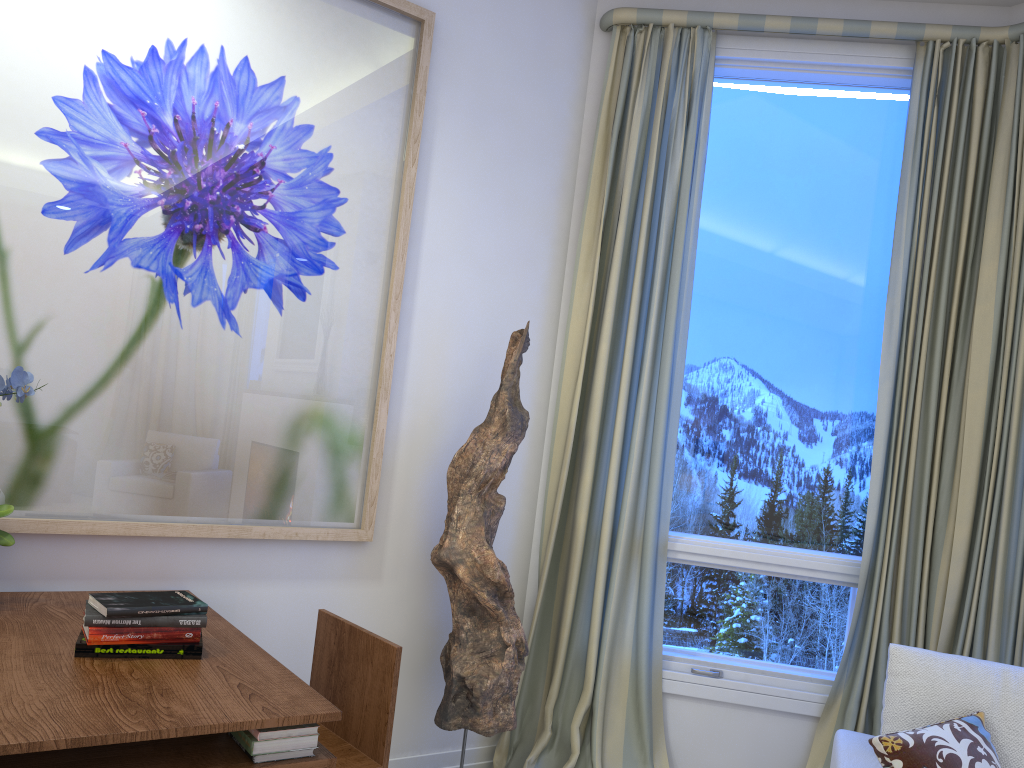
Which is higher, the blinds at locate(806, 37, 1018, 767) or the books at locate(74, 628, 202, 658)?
the blinds at locate(806, 37, 1018, 767)

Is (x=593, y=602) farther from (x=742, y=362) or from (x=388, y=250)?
(x=388, y=250)

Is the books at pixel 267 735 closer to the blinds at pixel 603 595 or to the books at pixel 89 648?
the books at pixel 89 648

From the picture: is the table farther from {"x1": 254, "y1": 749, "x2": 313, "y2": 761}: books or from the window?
the window

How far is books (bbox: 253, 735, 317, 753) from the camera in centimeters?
136cm

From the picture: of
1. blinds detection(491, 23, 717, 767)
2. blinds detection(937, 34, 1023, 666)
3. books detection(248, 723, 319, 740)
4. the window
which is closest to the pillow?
blinds detection(937, 34, 1023, 666)

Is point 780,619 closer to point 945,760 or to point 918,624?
point 918,624

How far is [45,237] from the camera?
1.96m

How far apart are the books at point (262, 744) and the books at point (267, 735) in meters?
0.0 m

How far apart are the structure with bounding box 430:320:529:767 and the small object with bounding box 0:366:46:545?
0.99m
